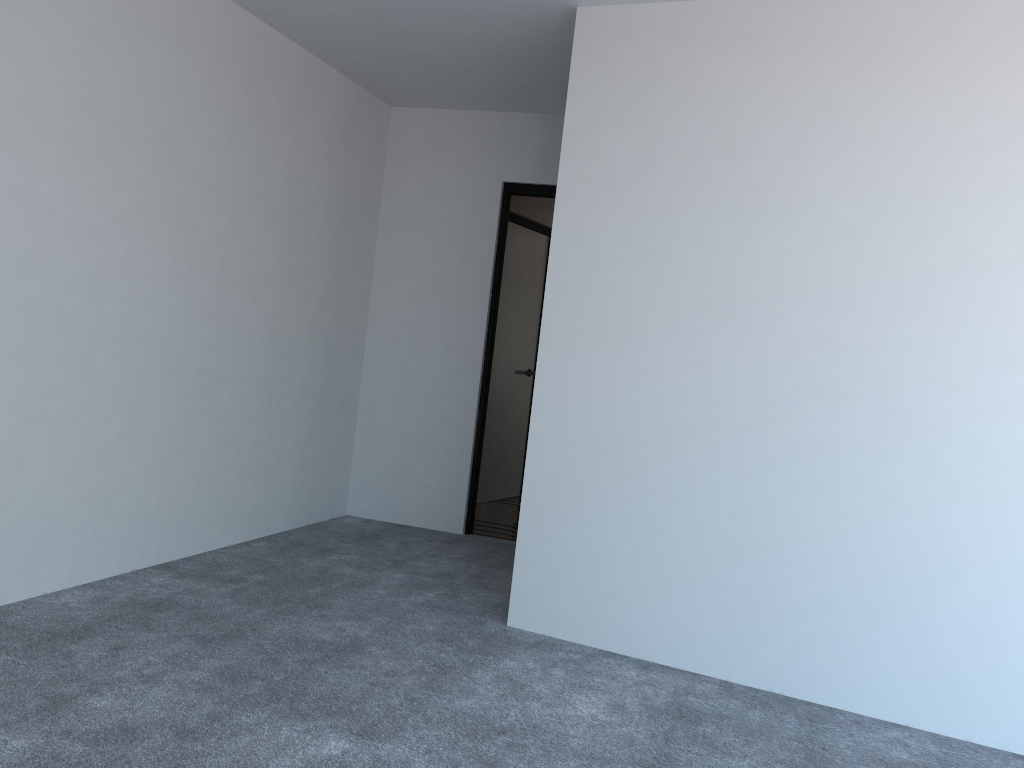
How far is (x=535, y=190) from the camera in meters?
5.1 m

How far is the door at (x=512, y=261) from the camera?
6.4 meters

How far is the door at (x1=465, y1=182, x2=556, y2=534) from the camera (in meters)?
5.15

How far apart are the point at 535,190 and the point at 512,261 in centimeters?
128cm

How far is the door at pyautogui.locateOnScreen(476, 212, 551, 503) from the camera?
6.40m

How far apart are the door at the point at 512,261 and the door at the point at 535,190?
1.1m

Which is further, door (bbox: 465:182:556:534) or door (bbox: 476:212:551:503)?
door (bbox: 476:212:551:503)

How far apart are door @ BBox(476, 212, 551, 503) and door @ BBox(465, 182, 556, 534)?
1.08m
